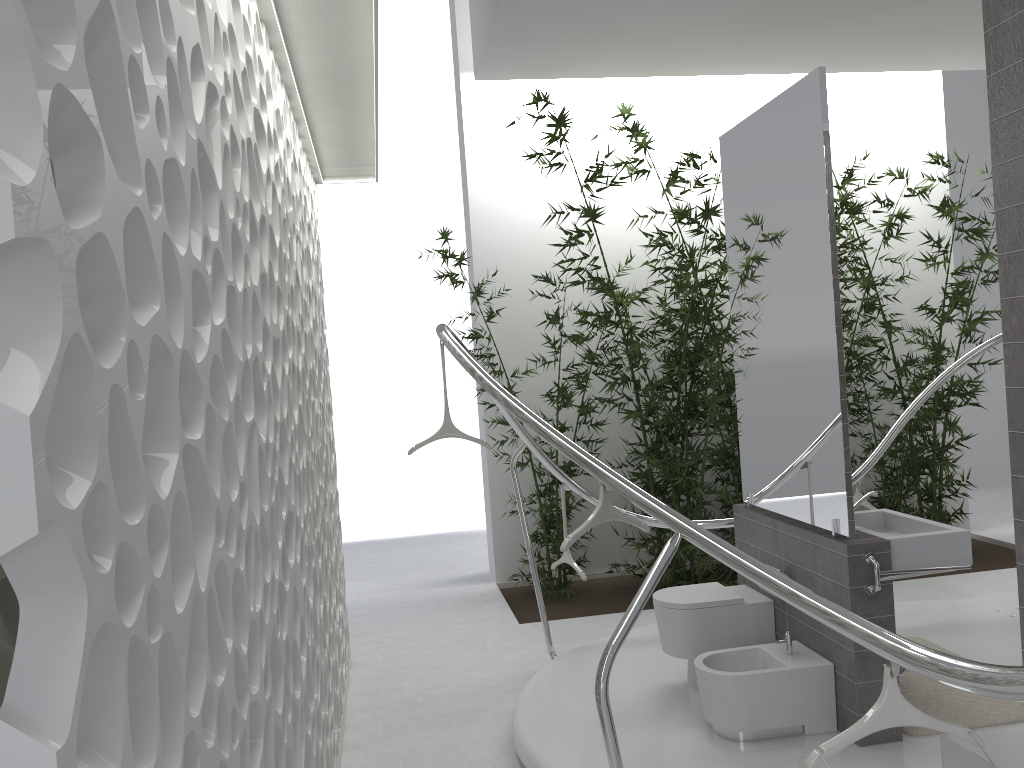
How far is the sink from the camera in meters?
3.8

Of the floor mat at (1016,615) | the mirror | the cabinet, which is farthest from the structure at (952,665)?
the floor mat at (1016,615)

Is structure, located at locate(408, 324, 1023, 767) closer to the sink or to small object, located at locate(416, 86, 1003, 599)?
small object, located at locate(416, 86, 1003, 599)

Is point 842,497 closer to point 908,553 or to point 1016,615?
point 908,553

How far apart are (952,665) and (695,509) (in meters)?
5.07

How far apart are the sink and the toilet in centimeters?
52cm

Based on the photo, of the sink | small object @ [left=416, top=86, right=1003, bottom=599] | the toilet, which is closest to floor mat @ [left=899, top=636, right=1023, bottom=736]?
the toilet

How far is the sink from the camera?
3.8m

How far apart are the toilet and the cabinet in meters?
0.0 m

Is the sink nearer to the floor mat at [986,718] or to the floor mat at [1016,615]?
the floor mat at [986,718]
